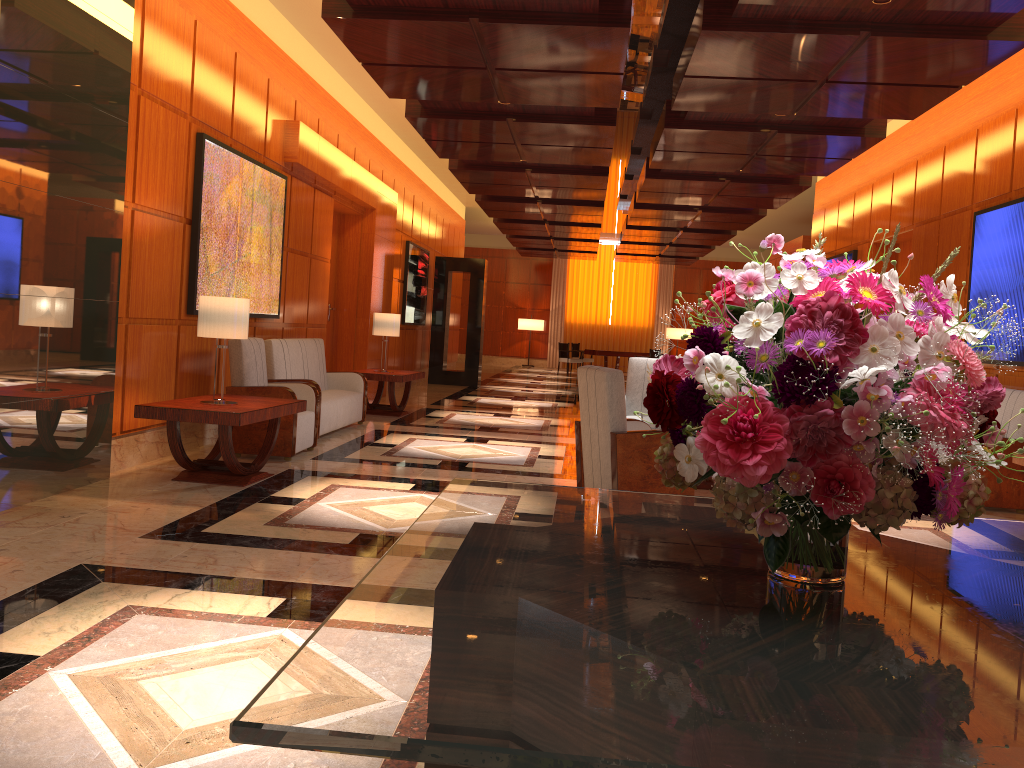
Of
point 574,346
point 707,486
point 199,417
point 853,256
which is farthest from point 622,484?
point 574,346

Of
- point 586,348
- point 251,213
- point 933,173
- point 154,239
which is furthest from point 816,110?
point 586,348

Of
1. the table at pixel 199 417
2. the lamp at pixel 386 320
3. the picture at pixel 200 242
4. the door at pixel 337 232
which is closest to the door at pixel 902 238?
the lamp at pixel 386 320

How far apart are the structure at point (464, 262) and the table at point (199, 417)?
10.6 meters

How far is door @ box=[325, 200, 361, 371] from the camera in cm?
1237

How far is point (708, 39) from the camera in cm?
611

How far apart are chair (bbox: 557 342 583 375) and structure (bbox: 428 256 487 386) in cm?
668

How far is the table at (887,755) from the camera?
0.97m

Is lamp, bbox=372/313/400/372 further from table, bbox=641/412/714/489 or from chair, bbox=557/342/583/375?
chair, bbox=557/342/583/375

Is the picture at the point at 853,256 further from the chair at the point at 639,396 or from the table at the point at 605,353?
the table at the point at 605,353
